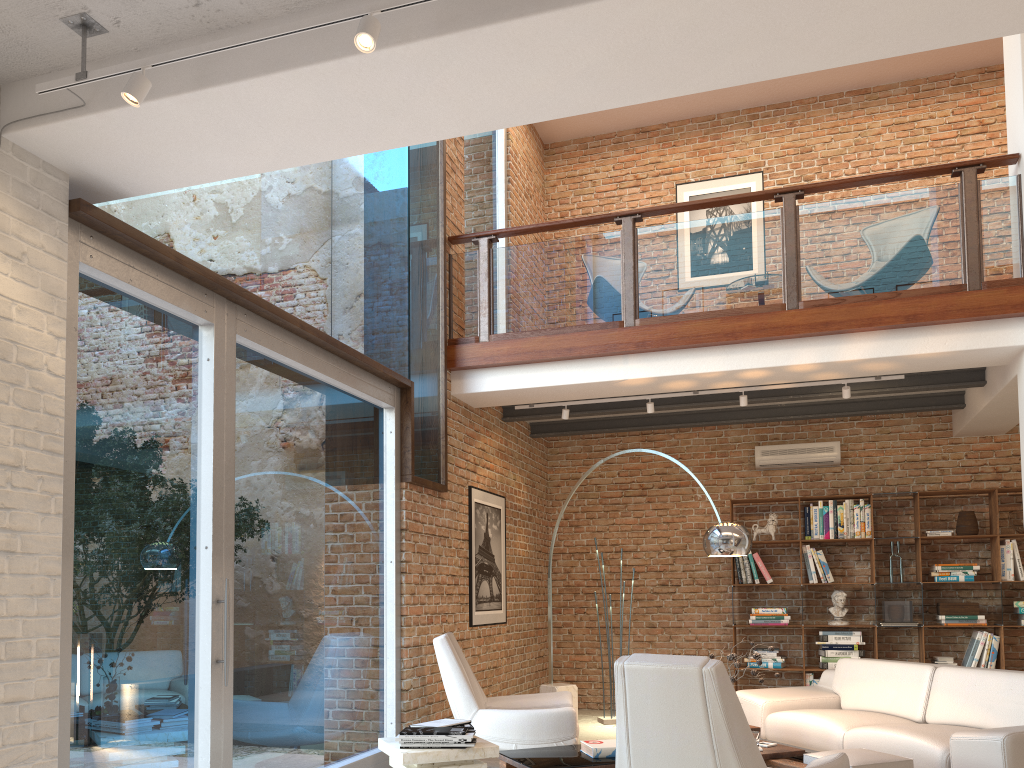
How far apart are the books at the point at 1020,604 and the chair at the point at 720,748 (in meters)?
5.16

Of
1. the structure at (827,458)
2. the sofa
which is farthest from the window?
the structure at (827,458)

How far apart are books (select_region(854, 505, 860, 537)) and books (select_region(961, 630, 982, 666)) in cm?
132

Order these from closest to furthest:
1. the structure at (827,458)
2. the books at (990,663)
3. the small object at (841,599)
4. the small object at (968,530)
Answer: the books at (990,663)
the small object at (968,530)
the small object at (841,599)
the structure at (827,458)

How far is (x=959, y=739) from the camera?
4.5 meters

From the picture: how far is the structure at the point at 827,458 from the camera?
8.7m

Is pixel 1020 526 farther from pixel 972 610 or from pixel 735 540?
pixel 735 540

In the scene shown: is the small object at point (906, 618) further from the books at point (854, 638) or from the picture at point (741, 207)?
the picture at point (741, 207)

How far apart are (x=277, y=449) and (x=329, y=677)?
1.4 meters

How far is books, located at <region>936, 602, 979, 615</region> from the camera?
7.9 meters
